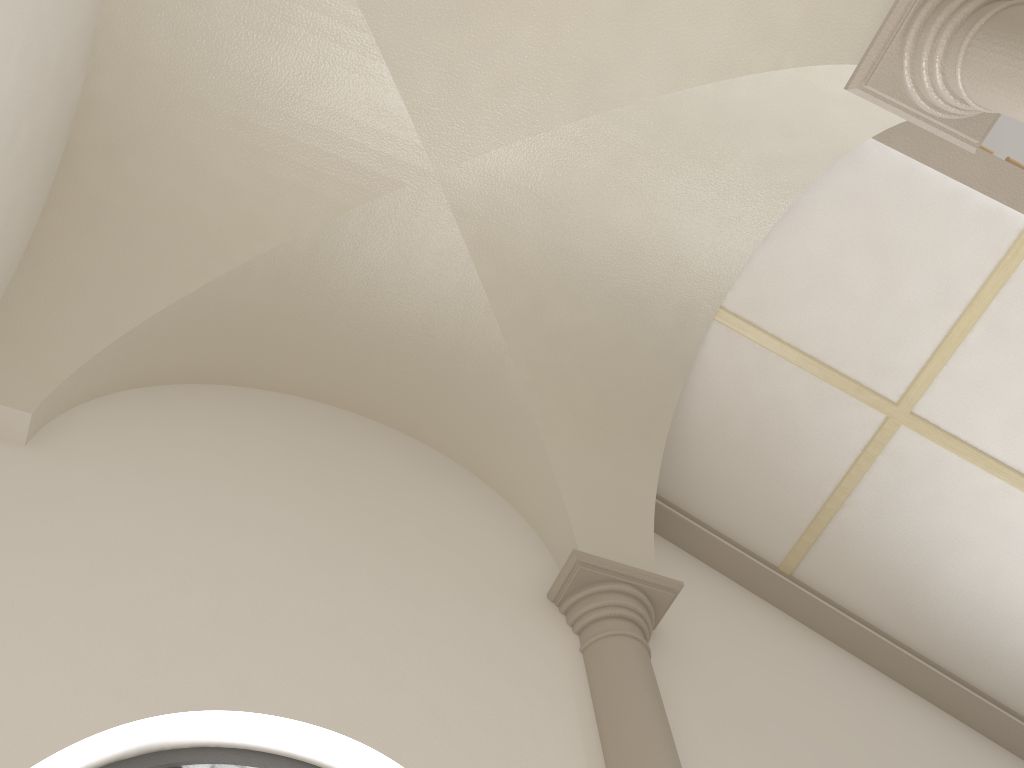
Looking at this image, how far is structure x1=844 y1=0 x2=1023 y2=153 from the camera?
3.12m

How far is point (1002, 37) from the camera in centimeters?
312cm

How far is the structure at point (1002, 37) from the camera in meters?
3.1
